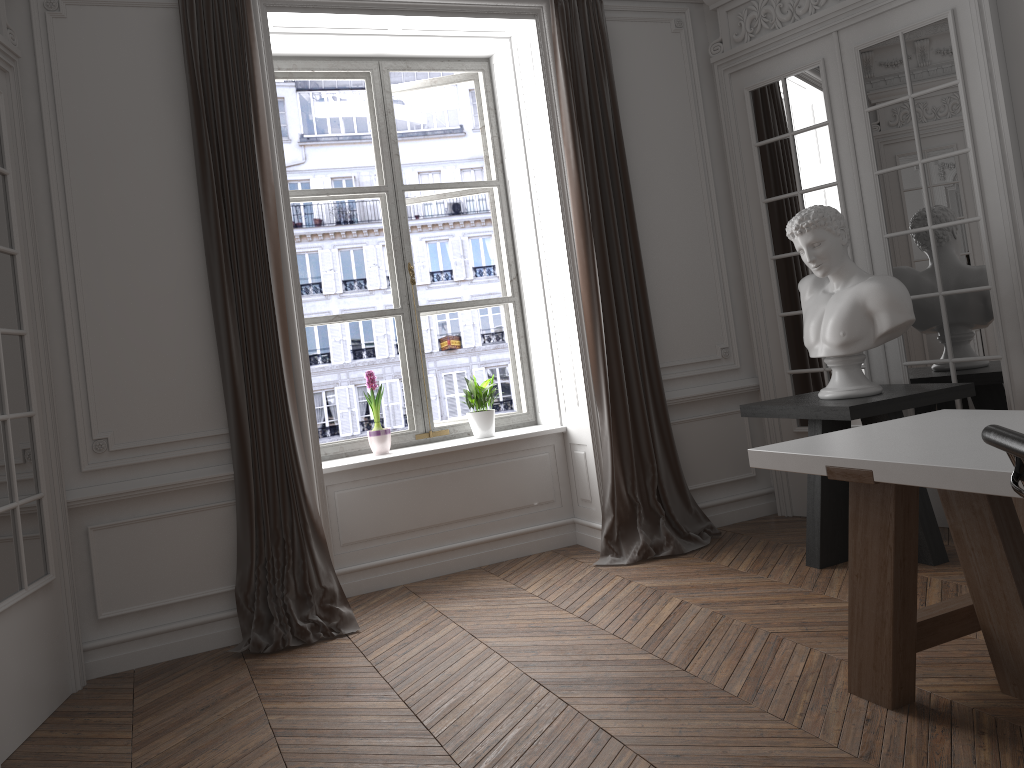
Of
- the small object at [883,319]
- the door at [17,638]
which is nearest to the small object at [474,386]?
the small object at [883,319]

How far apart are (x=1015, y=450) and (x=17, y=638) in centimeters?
336cm

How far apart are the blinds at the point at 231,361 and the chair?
3.12m

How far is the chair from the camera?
1.48m

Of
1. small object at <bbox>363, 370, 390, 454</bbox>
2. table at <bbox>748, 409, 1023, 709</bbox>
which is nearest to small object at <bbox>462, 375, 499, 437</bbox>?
small object at <bbox>363, 370, 390, 454</bbox>

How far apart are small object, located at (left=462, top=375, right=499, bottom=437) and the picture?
0.2 meters

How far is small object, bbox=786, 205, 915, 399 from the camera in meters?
4.0 m

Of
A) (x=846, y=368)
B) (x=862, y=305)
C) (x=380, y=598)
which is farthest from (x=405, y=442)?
(x=862, y=305)

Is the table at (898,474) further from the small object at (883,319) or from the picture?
the picture

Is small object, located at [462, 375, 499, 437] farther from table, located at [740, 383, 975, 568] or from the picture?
table, located at [740, 383, 975, 568]
